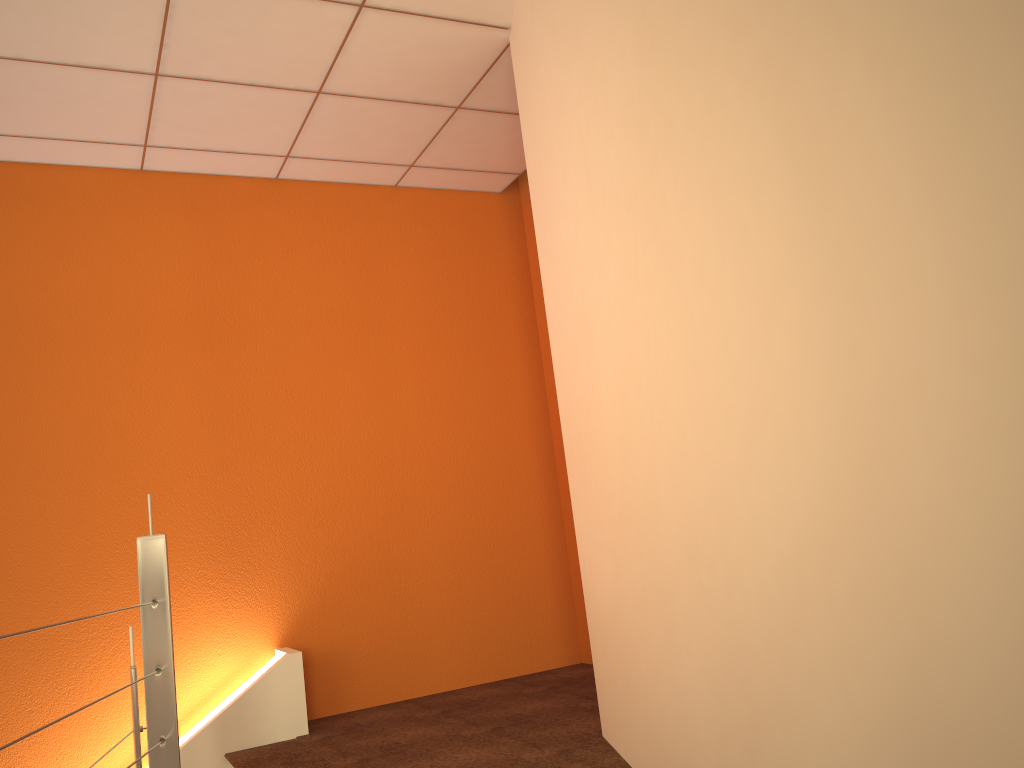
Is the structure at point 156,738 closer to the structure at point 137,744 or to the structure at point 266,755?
the structure at point 137,744

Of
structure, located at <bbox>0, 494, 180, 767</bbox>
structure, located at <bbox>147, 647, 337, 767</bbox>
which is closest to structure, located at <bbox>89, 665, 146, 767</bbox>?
structure, located at <bbox>0, 494, 180, 767</bbox>

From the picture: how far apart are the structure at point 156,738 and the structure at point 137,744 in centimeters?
20cm

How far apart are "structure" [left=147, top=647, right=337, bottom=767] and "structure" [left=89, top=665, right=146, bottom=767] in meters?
0.9 m

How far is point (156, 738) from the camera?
2.1m

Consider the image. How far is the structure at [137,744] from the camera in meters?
2.2

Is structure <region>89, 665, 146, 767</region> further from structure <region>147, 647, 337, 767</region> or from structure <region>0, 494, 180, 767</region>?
structure <region>147, 647, 337, 767</region>

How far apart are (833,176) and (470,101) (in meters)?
2.93

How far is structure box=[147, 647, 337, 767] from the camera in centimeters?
327cm

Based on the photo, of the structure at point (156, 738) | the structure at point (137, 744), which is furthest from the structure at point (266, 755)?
the structure at point (156, 738)
